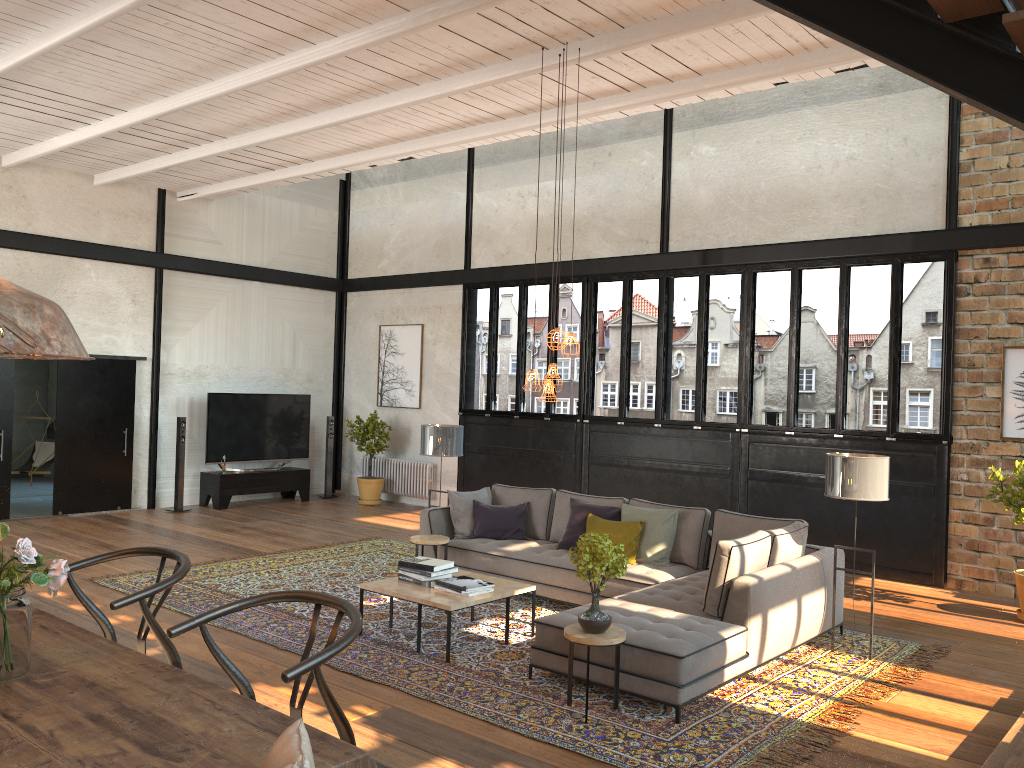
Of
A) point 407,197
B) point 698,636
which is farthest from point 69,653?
point 407,197

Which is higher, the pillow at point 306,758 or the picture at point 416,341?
the picture at point 416,341

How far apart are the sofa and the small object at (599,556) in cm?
27

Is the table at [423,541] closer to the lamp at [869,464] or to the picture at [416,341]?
the lamp at [869,464]

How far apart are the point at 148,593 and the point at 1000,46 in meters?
3.5

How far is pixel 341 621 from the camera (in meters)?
2.55

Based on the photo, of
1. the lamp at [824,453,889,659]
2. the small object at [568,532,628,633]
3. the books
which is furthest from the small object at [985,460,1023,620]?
the books

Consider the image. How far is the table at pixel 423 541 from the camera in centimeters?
770cm

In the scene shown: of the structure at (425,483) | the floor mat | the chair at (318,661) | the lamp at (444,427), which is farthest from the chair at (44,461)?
the chair at (318,661)

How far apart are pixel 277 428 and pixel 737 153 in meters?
7.6
